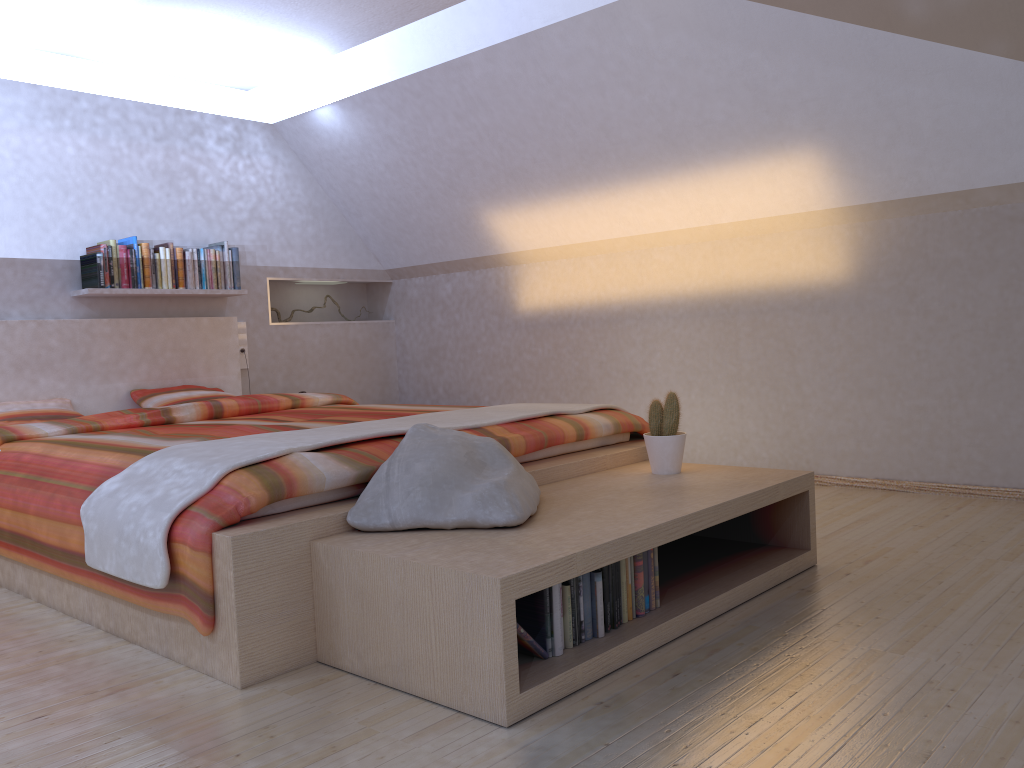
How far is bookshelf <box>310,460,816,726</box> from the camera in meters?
1.8 m

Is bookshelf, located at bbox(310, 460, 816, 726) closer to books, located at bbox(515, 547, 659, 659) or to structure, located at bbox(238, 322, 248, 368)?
books, located at bbox(515, 547, 659, 659)

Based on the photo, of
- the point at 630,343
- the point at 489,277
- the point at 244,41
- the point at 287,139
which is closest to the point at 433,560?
the point at 630,343

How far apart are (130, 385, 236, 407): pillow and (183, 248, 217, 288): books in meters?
0.6

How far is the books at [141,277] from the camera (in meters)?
4.77

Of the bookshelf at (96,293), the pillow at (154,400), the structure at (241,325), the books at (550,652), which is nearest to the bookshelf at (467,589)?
the books at (550,652)

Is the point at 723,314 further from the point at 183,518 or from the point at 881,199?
the point at 183,518

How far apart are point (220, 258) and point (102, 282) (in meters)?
0.73

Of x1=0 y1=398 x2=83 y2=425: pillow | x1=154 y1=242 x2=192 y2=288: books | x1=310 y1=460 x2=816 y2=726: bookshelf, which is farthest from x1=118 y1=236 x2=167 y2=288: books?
x1=310 y1=460 x2=816 y2=726: bookshelf

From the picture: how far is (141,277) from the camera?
4.8 meters
